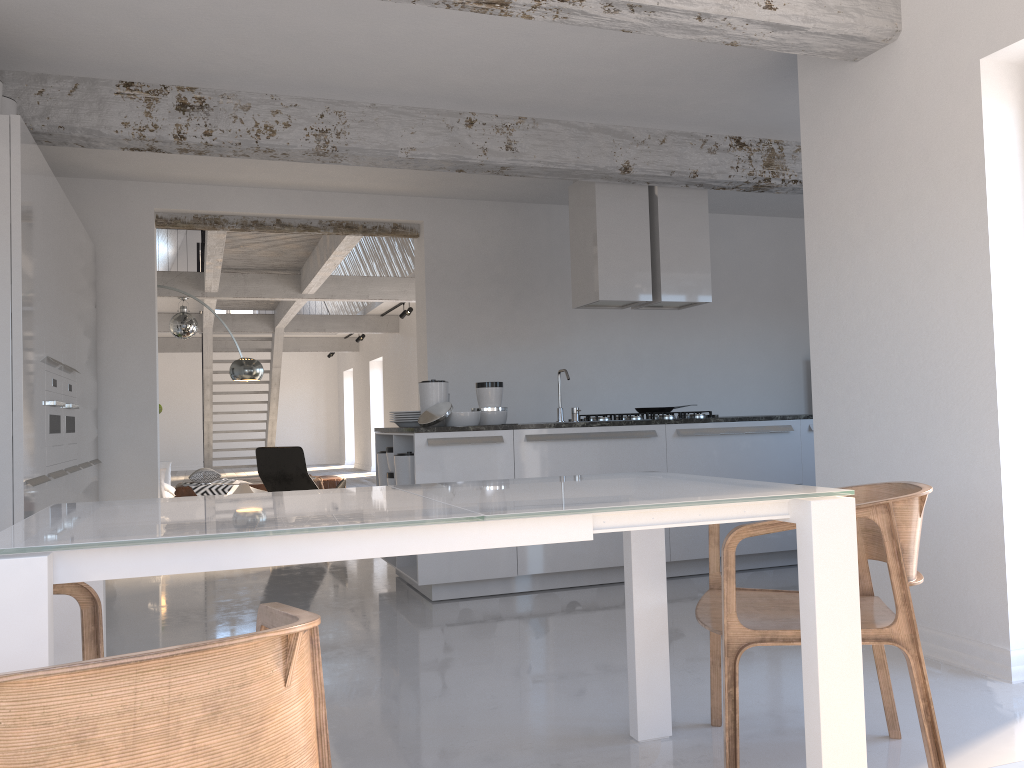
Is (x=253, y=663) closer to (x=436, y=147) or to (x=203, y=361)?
(x=436, y=147)

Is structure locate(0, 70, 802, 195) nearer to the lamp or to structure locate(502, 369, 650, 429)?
structure locate(502, 369, 650, 429)

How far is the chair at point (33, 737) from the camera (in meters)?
0.87

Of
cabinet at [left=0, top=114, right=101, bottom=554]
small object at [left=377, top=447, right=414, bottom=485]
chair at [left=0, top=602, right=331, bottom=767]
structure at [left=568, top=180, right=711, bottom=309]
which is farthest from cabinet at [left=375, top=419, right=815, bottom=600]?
chair at [left=0, top=602, right=331, bottom=767]

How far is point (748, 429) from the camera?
5.7 meters

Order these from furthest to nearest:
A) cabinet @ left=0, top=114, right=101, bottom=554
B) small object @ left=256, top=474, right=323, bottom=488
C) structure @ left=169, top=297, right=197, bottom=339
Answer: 1. small object @ left=256, top=474, right=323, bottom=488
2. structure @ left=169, top=297, right=197, bottom=339
3. cabinet @ left=0, top=114, right=101, bottom=554

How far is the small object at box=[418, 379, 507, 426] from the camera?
5.35m

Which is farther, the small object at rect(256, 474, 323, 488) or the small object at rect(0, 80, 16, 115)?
the small object at rect(256, 474, 323, 488)

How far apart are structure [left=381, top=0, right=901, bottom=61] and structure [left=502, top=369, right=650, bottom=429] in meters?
2.7 m

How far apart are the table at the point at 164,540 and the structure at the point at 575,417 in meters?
3.0 m
